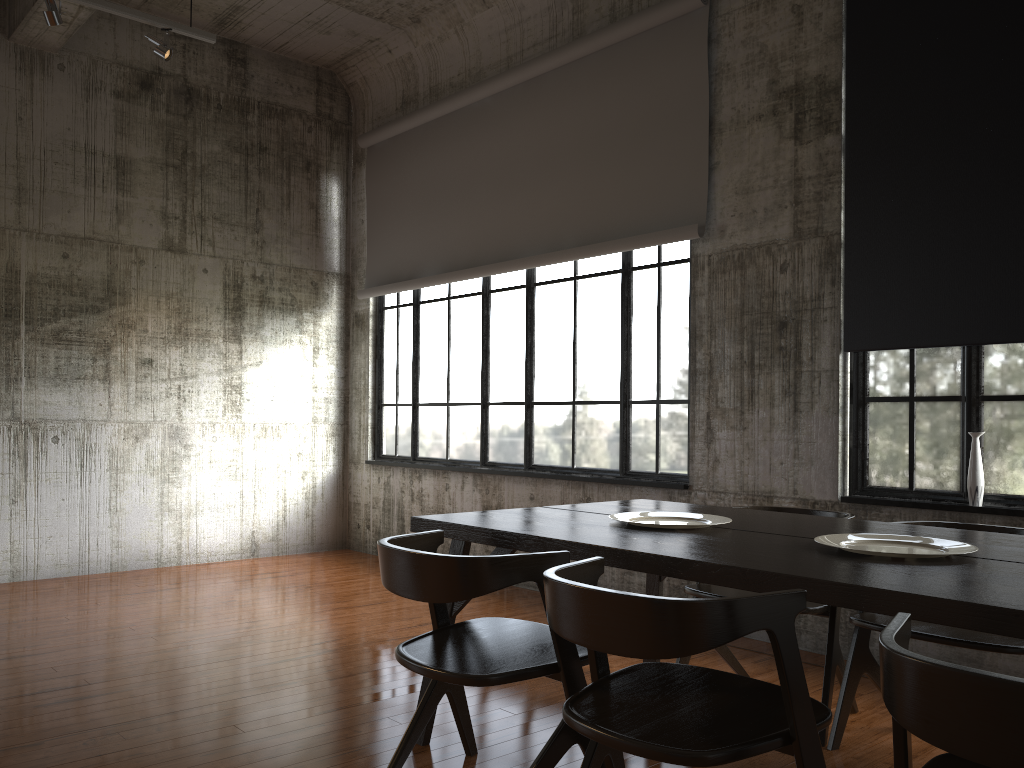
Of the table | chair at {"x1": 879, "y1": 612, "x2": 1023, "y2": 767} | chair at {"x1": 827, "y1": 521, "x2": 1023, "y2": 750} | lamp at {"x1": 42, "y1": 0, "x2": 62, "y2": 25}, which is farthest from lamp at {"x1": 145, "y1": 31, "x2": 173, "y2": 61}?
chair at {"x1": 879, "y1": 612, "x2": 1023, "y2": 767}

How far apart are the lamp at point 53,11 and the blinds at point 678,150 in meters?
3.4

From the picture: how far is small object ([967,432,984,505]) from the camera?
4.8 meters

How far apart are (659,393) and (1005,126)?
2.8 meters

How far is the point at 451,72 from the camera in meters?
8.6 m

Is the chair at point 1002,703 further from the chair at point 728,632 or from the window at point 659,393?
the window at point 659,393

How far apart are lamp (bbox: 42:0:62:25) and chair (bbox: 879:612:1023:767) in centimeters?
637cm

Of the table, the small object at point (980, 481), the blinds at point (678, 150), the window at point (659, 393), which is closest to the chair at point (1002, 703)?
the table

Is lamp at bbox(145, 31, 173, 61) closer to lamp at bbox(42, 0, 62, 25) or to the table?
lamp at bbox(42, 0, 62, 25)

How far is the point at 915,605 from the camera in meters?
2.3
